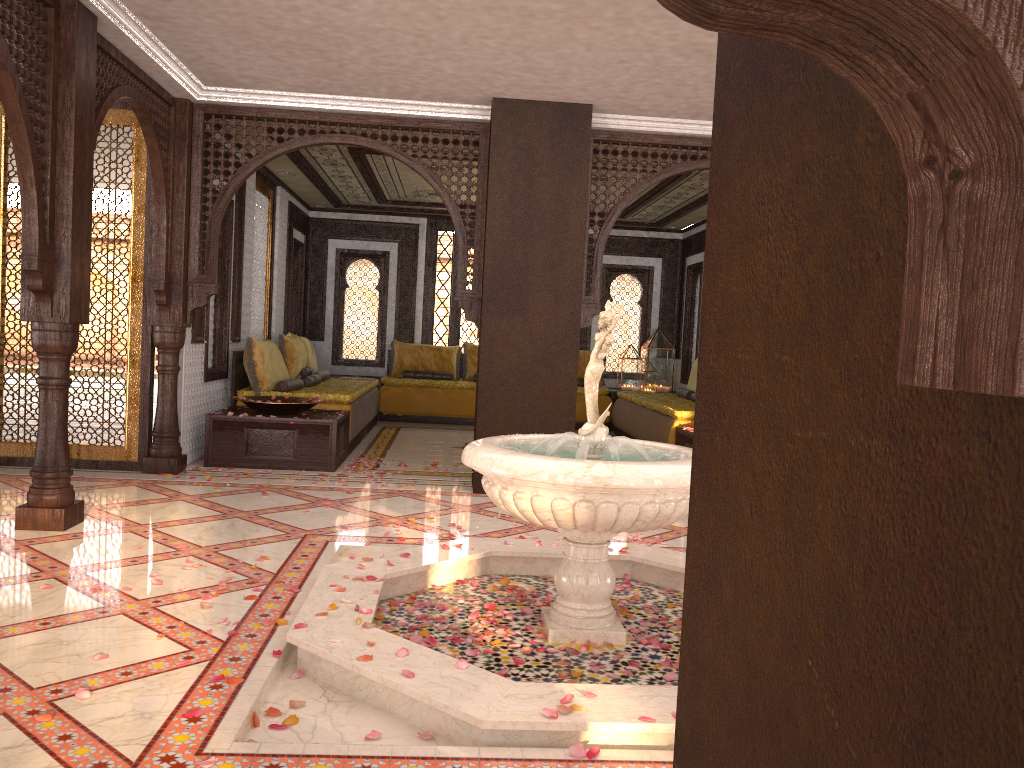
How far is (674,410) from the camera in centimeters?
840cm

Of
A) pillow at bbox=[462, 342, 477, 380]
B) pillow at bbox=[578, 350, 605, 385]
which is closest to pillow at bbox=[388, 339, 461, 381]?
pillow at bbox=[462, 342, 477, 380]

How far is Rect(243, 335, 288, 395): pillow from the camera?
8.1m

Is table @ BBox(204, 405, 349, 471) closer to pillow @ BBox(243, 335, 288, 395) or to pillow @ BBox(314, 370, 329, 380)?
pillow @ BBox(243, 335, 288, 395)

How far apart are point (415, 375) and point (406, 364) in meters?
0.3 m

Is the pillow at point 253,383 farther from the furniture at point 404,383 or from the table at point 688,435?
the table at point 688,435

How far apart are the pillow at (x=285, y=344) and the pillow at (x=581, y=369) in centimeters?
429cm

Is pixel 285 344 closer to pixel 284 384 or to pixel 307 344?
pixel 284 384

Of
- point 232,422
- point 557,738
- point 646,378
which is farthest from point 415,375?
point 557,738

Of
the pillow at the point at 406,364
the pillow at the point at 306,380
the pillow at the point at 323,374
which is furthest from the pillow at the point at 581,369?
the pillow at the point at 306,380
